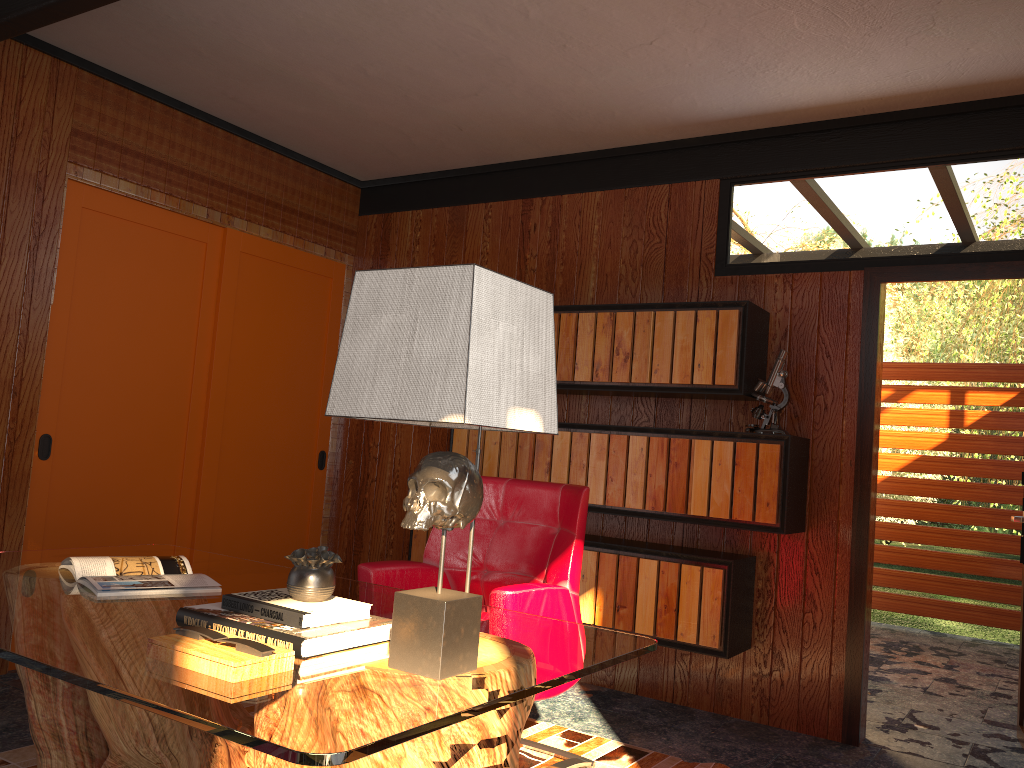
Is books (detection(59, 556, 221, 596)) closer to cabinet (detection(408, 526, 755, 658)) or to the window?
the window

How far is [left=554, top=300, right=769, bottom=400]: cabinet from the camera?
3.6 meters

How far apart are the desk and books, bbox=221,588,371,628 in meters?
0.1 m

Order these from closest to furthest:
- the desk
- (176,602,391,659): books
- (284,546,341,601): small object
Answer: the desk → (176,602,391,659): books → (284,546,341,601): small object

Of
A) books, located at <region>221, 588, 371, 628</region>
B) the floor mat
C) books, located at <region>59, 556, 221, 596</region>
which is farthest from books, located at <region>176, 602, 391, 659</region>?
the floor mat

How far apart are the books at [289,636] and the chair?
0.7m

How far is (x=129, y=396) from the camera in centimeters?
408cm

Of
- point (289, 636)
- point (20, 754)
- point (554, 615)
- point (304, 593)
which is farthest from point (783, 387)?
point (20, 754)

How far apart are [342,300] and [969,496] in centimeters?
455cm

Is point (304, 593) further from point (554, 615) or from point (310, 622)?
point (554, 615)
